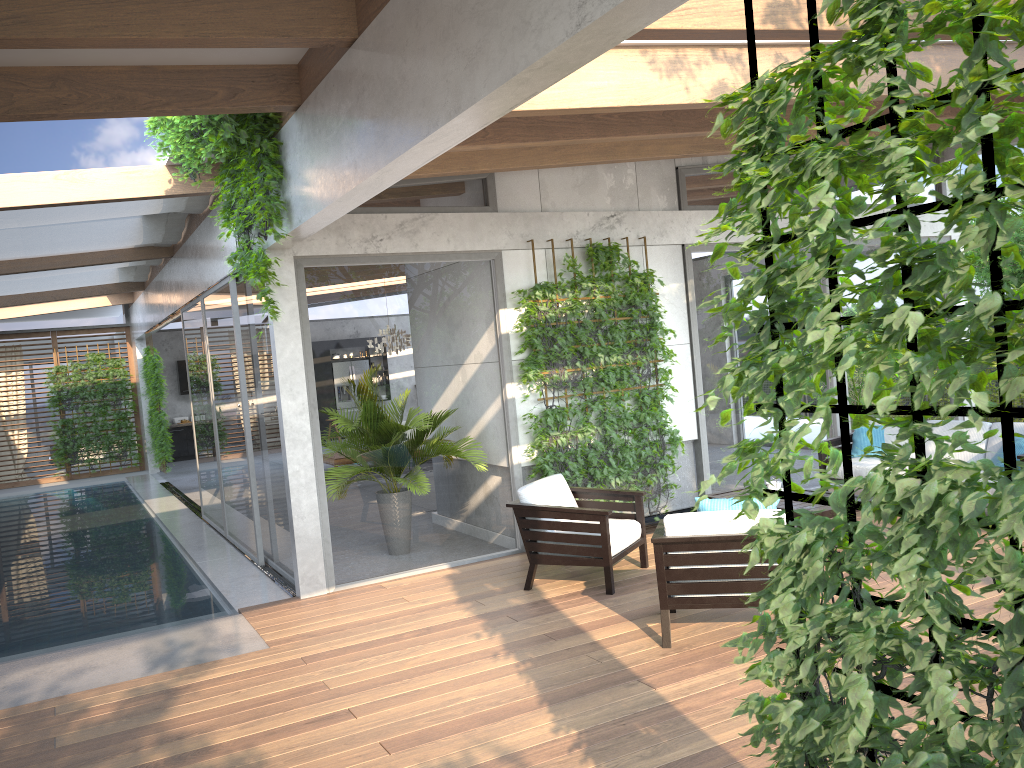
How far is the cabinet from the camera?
20.22m

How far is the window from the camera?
7.1m

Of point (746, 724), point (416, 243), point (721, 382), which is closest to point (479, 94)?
point (721, 382)

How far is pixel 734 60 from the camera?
6.02m

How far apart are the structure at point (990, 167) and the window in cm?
496

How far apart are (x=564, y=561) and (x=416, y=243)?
2.88m

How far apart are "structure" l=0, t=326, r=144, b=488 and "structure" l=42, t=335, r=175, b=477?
0.2m

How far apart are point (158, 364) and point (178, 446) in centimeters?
392cm

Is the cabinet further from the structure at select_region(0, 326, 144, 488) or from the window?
the structure at select_region(0, 326, 144, 488)

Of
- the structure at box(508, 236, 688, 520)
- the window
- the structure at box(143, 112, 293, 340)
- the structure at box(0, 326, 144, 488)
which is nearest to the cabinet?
the window
